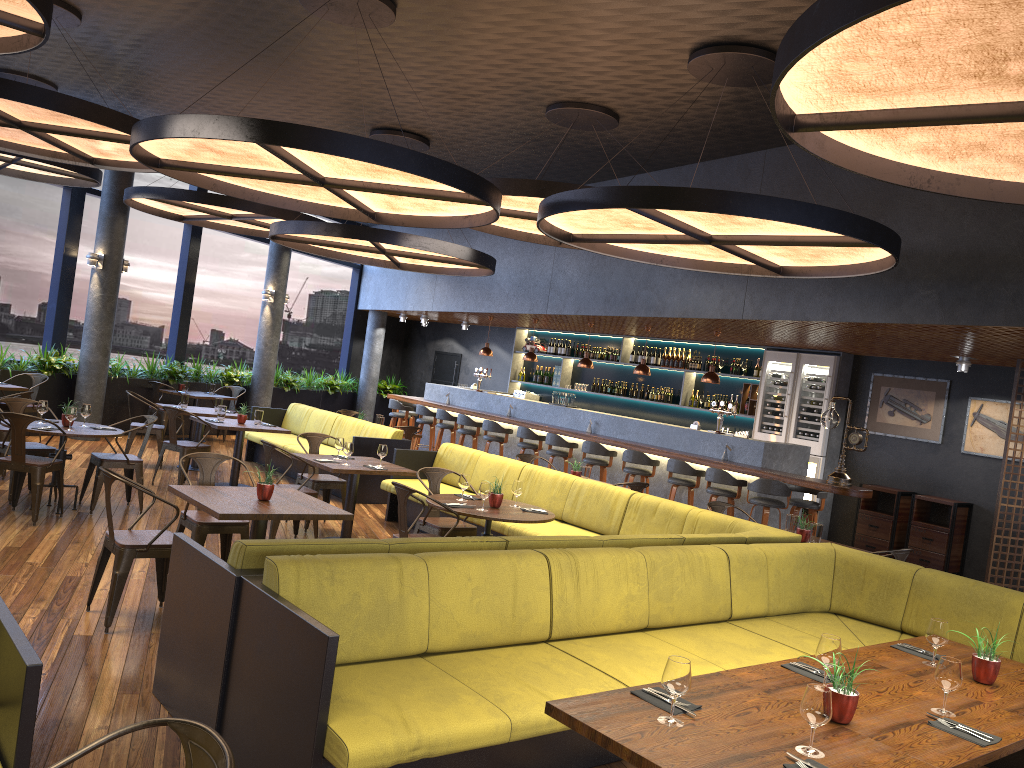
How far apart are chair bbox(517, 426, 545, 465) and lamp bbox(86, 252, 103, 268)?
6.47m

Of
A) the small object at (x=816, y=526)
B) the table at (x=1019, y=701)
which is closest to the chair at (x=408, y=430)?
the small object at (x=816, y=526)

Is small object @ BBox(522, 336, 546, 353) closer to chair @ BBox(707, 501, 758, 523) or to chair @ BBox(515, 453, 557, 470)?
chair @ BBox(515, 453, 557, 470)

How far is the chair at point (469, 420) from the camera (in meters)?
13.89

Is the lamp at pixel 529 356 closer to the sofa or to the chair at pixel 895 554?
the sofa

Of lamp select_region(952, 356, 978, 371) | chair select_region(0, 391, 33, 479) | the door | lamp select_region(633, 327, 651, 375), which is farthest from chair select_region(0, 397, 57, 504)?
the door

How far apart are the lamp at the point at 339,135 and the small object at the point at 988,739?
4.3 meters

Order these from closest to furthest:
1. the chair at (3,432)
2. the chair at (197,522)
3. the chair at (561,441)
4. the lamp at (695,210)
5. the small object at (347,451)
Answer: the lamp at (695,210), the chair at (197,522), the small object at (347,451), the chair at (3,432), the chair at (561,441)

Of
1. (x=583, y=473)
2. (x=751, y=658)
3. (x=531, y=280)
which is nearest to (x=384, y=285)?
(x=531, y=280)

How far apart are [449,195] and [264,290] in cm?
978
